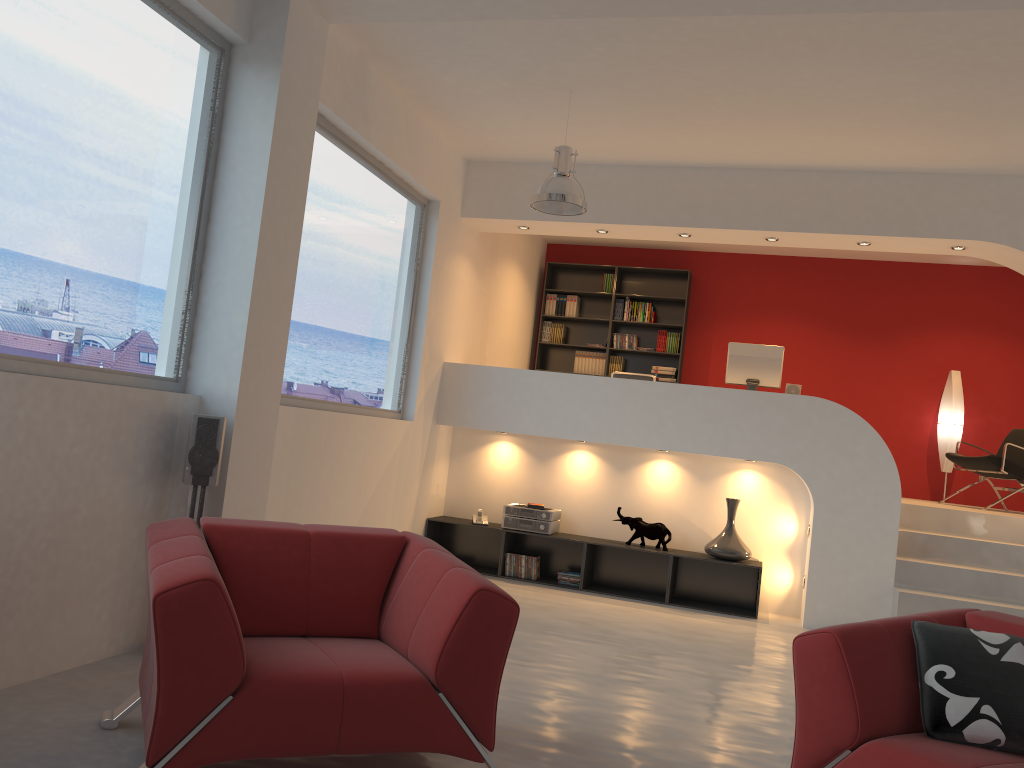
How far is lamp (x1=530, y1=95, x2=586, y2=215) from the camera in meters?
5.7 m

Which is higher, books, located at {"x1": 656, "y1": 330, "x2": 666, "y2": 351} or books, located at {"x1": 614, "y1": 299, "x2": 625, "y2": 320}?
books, located at {"x1": 614, "y1": 299, "x2": 625, "y2": 320}

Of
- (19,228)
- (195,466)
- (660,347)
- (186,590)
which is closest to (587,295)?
(660,347)

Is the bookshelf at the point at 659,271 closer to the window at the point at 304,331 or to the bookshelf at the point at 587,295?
the bookshelf at the point at 587,295

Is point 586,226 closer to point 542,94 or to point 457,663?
point 542,94

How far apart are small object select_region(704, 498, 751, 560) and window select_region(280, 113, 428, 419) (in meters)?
2.66

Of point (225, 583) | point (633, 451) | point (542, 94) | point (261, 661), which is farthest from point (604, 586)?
point (261, 661)

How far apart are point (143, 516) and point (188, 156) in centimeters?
174cm

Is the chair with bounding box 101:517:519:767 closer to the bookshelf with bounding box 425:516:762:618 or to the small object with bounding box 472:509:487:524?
the bookshelf with bounding box 425:516:762:618

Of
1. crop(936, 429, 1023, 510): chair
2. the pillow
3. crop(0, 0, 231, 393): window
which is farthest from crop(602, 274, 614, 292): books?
the pillow
